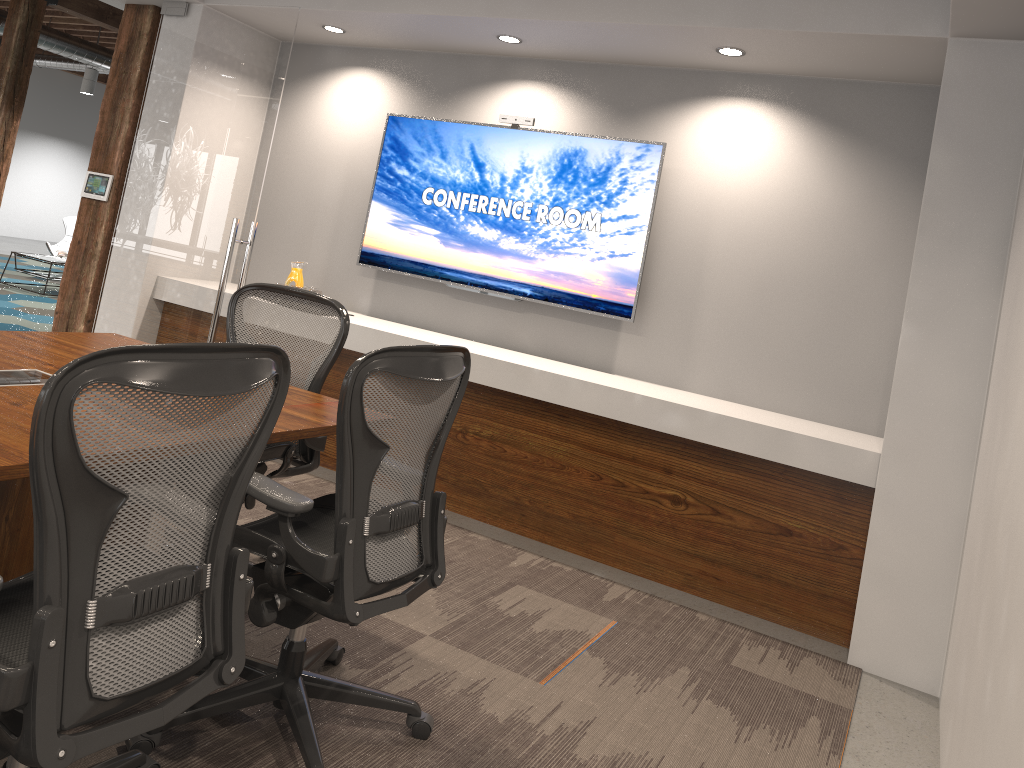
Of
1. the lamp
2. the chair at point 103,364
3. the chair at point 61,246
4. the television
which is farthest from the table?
the chair at point 103,364

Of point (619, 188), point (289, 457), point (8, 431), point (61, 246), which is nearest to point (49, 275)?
point (61, 246)

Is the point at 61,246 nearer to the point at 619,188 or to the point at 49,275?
the point at 49,275

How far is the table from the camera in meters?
10.0 m

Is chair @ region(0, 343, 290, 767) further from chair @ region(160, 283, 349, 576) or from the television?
the television

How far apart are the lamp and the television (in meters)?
10.35

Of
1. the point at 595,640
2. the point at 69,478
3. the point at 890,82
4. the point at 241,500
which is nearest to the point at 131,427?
the point at 69,478

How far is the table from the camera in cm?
1004

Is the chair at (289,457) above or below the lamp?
below

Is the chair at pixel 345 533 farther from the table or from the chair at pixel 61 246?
the chair at pixel 61 246
